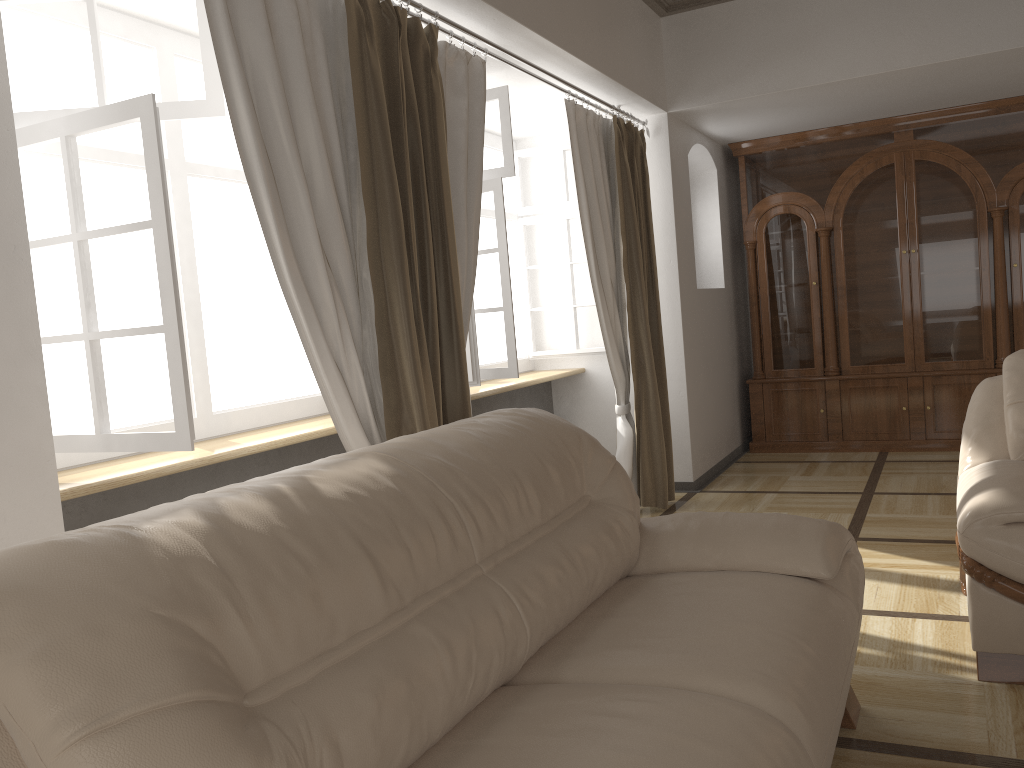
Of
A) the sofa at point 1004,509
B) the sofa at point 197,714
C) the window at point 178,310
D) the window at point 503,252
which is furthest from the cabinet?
the sofa at point 197,714

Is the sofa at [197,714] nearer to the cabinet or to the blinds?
the blinds

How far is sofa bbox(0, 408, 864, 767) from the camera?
1.06m

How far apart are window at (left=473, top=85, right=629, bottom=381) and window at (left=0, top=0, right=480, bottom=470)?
0.3 meters

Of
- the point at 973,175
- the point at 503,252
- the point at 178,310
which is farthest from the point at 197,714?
the point at 973,175

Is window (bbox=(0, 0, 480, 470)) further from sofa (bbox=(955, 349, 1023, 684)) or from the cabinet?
the cabinet

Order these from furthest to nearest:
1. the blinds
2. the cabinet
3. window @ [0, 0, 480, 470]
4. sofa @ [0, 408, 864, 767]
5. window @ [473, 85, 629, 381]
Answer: the cabinet
window @ [473, 85, 629, 381]
the blinds
window @ [0, 0, 480, 470]
sofa @ [0, 408, 864, 767]

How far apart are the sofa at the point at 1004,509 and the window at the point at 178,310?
1.9m

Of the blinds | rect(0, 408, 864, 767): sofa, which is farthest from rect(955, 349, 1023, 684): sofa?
the blinds

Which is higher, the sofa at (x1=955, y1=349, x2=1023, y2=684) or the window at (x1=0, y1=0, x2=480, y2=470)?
the window at (x1=0, y1=0, x2=480, y2=470)
